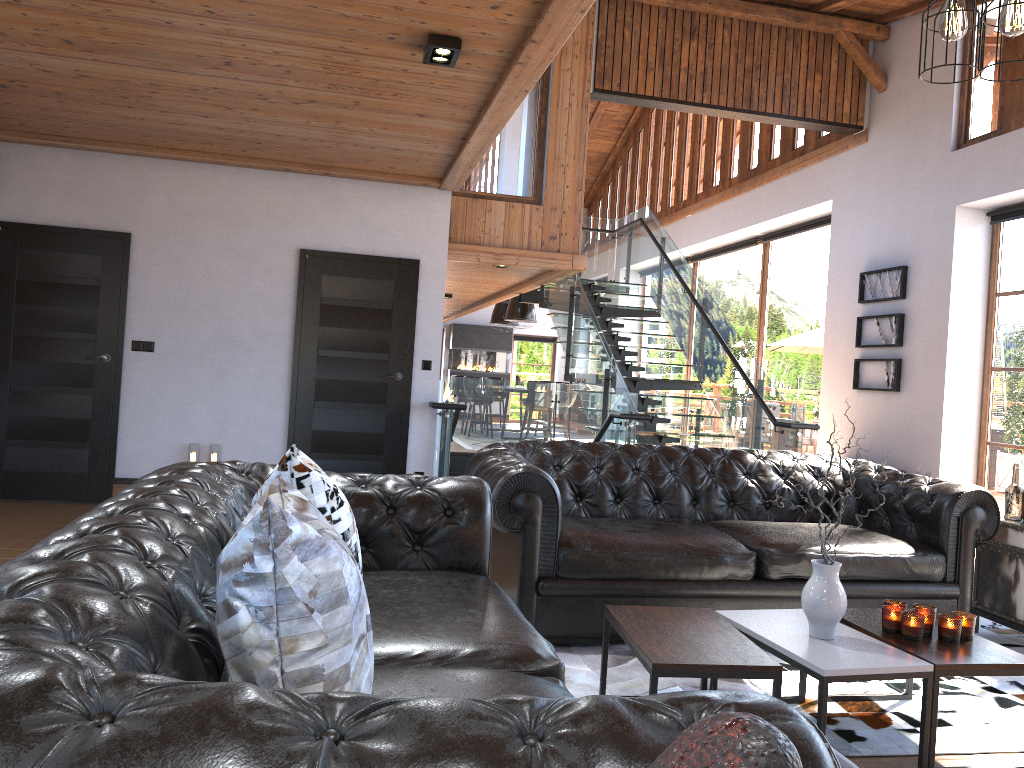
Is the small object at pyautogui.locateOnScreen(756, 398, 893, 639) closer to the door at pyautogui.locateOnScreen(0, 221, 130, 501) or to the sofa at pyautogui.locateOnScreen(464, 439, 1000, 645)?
the sofa at pyautogui.locateOnScreen(464, 439, 1000, 645)

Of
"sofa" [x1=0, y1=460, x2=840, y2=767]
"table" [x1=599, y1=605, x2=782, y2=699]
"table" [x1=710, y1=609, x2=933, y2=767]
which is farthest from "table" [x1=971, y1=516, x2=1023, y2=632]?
"sofa" [x1=0, y1=460, x2=840, y2=767]

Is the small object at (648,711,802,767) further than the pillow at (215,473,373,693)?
No

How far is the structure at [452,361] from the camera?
20.8m

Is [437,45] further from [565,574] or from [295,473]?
[295,473]

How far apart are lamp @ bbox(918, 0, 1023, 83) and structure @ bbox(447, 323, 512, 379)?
18.2 meters

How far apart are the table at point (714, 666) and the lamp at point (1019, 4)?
1.9m

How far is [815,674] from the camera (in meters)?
2.66

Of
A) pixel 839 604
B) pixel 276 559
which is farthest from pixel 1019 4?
pixel 276 559

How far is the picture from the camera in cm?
911
